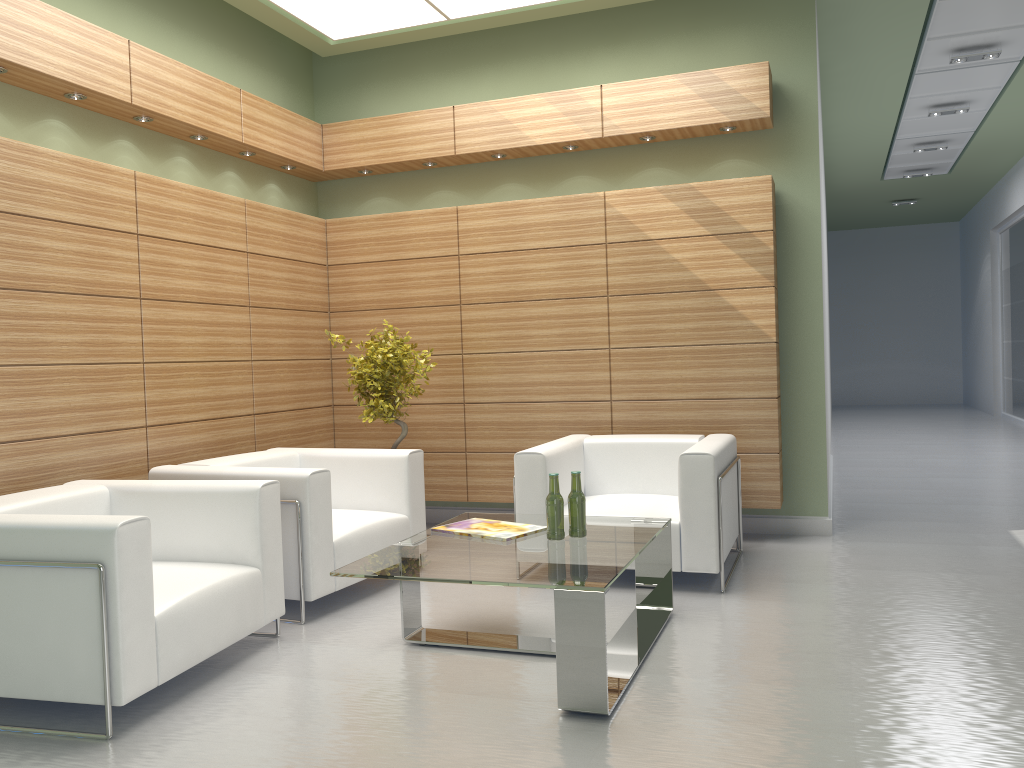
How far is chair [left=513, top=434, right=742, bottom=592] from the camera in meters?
7.6 m

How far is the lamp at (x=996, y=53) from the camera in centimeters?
1283cm

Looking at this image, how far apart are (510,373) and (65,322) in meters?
4.8

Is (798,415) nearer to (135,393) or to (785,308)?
(785,308)

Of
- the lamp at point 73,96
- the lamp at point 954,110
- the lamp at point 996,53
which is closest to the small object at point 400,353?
the lamp at point 73,96

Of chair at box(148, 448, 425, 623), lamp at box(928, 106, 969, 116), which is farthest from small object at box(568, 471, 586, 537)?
lamp at box(928, 106, 969, 116)

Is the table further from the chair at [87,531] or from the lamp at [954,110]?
the lamp at [954,110]

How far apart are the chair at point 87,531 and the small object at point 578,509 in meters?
2.2 m

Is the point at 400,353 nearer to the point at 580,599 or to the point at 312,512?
the point at 312,512

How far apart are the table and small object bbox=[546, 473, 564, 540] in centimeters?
5cm
